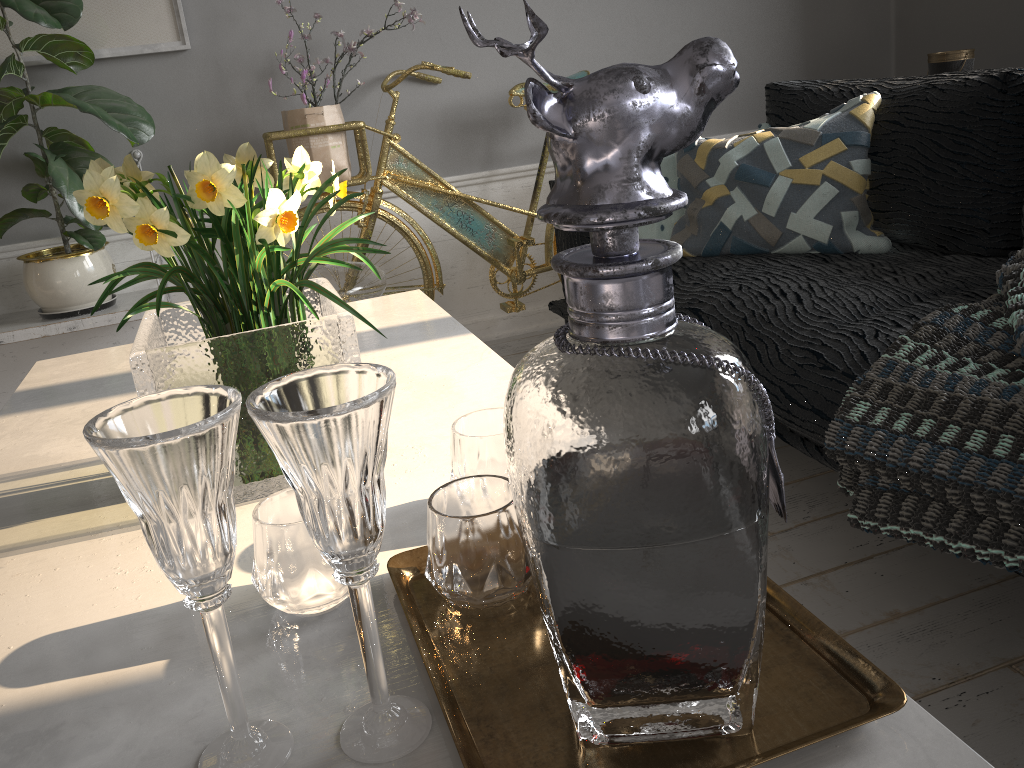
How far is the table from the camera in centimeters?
57cm

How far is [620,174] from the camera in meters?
0.4

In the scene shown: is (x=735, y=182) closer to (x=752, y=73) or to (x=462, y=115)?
(x=462, y=115)

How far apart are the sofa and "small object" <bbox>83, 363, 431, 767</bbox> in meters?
1.1

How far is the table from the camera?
0.6m

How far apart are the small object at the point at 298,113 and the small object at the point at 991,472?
1.7m

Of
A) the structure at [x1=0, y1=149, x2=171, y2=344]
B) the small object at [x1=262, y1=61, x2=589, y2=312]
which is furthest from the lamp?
the structure at [x1=0, y1=149, x2=171, y2=344]

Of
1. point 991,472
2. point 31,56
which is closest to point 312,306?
point 991,472

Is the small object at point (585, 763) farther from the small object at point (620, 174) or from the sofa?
the sofa

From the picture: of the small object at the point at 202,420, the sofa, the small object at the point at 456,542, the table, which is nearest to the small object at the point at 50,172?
the table
